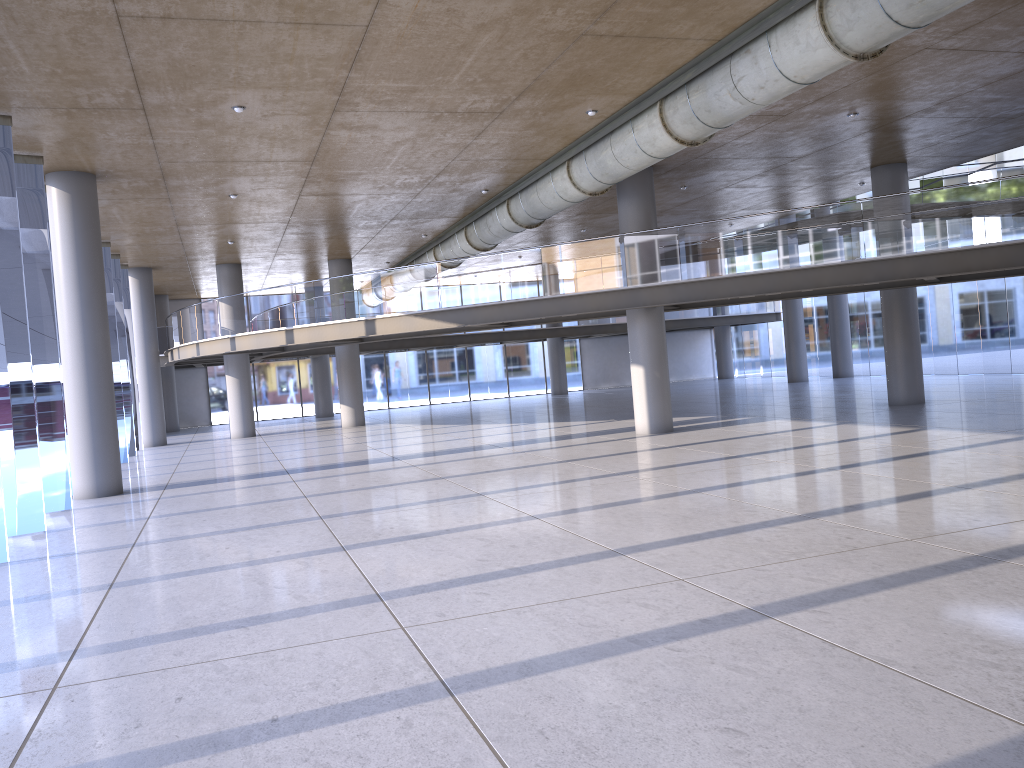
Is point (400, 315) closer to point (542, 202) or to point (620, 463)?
point (542, 202)
